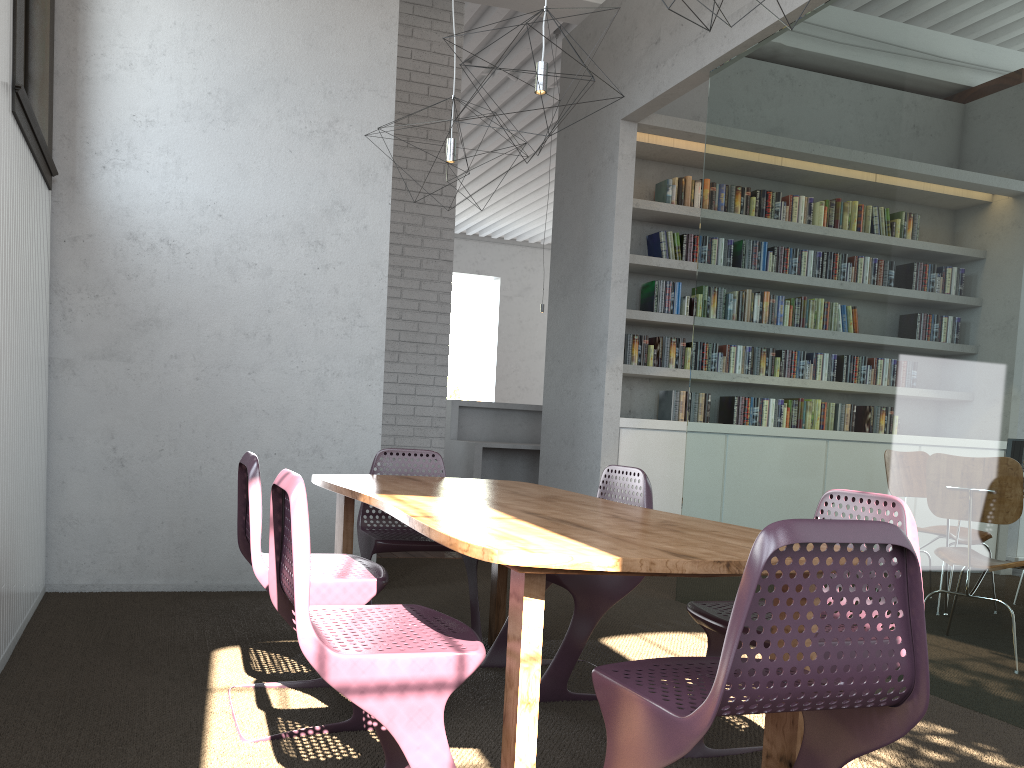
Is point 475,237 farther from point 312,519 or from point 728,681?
point 728,681

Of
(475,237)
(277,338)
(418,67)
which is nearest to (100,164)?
(277,338)

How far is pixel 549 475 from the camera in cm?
637
